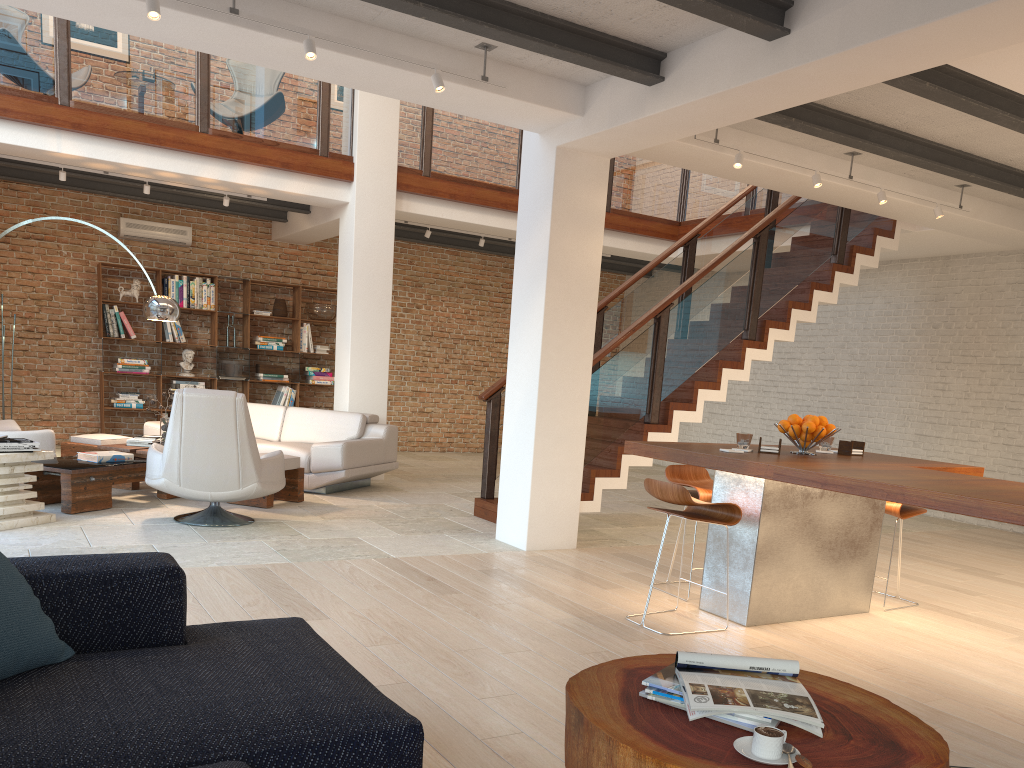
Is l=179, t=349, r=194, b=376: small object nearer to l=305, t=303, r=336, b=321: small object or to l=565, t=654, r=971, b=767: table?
l=305, t=303, r=336, b=321: small object

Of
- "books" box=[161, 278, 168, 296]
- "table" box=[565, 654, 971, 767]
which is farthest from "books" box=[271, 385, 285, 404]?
"table" box=[565, 654, 971, 767]

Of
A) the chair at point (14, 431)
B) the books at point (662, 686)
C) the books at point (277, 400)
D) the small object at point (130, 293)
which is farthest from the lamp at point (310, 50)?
the books at point (277, 400)

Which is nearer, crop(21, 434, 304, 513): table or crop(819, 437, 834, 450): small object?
crop(819, 437, 834, 450): small object

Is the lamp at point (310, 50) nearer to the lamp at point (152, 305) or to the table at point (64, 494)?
the table at point (64, 494)

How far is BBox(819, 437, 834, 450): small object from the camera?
5.1m

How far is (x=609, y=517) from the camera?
8.0m

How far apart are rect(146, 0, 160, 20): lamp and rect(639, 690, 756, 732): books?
3.9 meters

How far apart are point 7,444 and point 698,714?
5.3 meters

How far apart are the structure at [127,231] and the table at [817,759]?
10.1 meters
